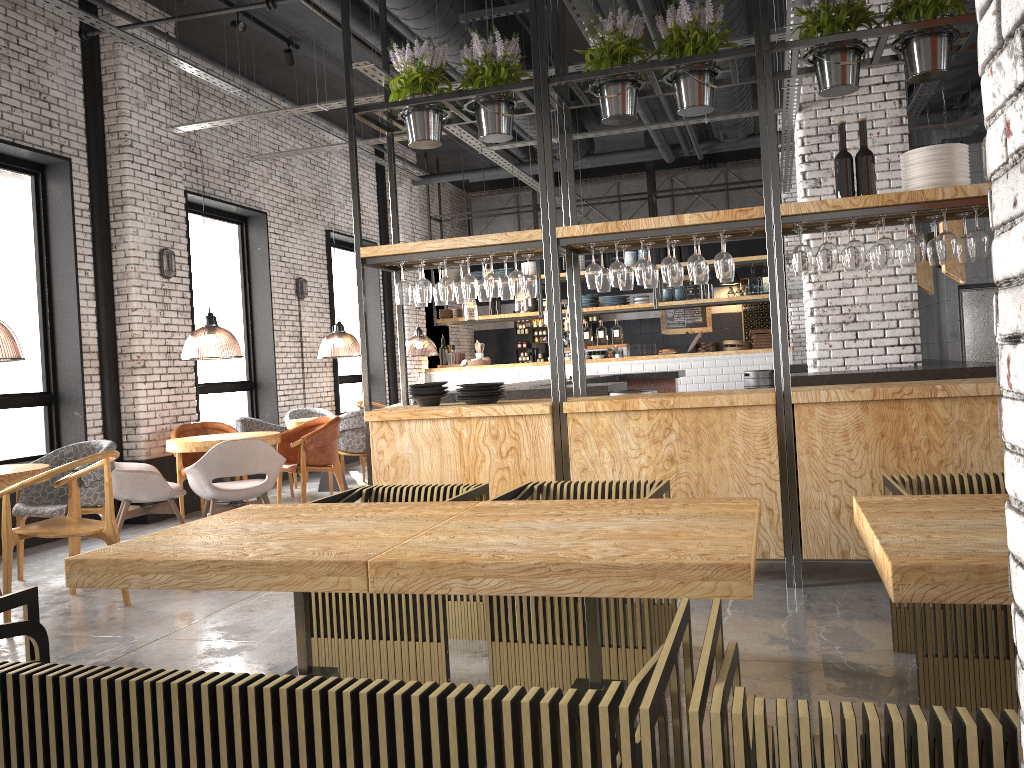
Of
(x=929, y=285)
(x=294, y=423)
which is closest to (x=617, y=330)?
(x=294, y=423)

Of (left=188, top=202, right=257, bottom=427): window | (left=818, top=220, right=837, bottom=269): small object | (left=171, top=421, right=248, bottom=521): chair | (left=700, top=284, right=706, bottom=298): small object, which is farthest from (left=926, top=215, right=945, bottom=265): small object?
(left=700, top=284, right=706, bottom=298): small object

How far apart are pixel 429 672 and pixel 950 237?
3.4 meters

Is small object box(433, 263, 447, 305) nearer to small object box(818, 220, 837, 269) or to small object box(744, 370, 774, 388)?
small object box(818, 220, 837, 269)

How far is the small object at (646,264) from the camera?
5.0m

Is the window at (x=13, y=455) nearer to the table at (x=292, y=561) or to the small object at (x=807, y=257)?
the table at (x=292, y=561)

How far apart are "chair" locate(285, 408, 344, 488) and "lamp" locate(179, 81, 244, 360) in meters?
0.9 m

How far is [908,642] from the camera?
3.62m

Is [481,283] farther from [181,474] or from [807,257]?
[181,474]

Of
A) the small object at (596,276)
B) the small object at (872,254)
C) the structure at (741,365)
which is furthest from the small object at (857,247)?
the structure at (741,365)
